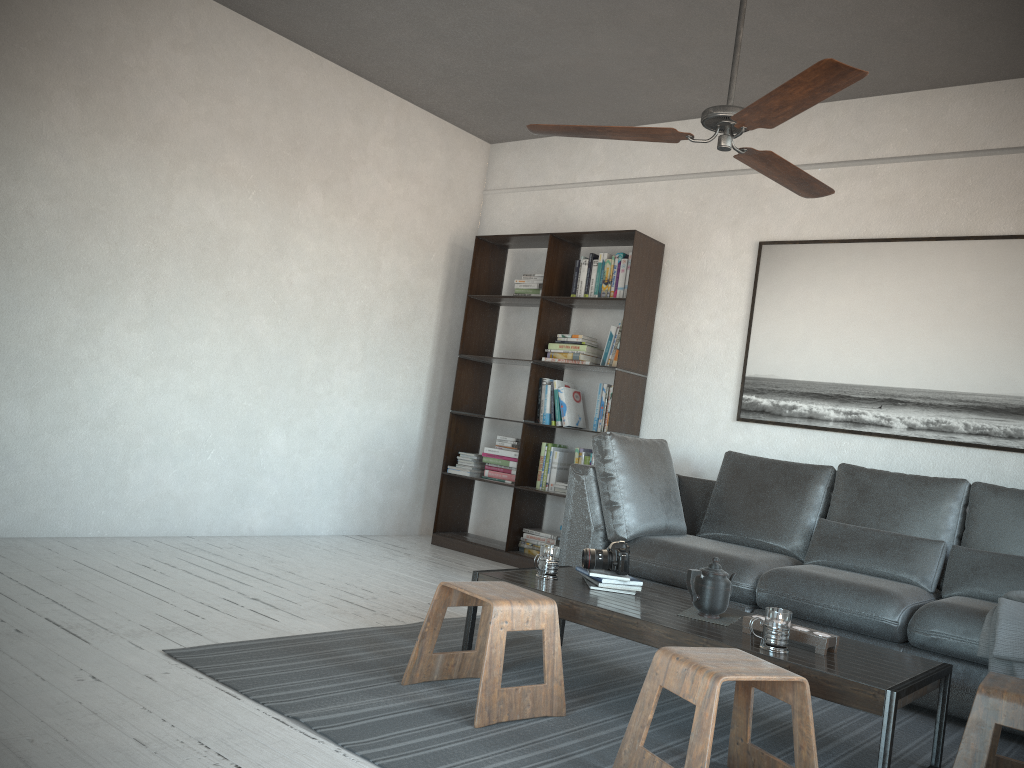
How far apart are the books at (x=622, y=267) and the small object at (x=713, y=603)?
2.4 meters

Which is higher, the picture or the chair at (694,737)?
the picture

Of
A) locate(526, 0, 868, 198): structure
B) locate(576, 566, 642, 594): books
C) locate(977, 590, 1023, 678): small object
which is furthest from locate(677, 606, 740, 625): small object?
locate(526, 0, 868, 198): structure

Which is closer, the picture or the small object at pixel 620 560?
the small object at pixel 620 560

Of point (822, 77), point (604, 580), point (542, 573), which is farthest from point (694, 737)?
point (822, 77)

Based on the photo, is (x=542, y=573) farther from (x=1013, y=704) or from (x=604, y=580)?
(x=1013, y=704)

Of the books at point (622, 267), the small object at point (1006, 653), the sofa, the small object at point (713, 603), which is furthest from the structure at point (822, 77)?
the books at point (622, 267)

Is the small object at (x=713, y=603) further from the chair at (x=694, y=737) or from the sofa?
the sofa

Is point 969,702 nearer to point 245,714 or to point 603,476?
point 603,476

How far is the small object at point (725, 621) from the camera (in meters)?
2.87
